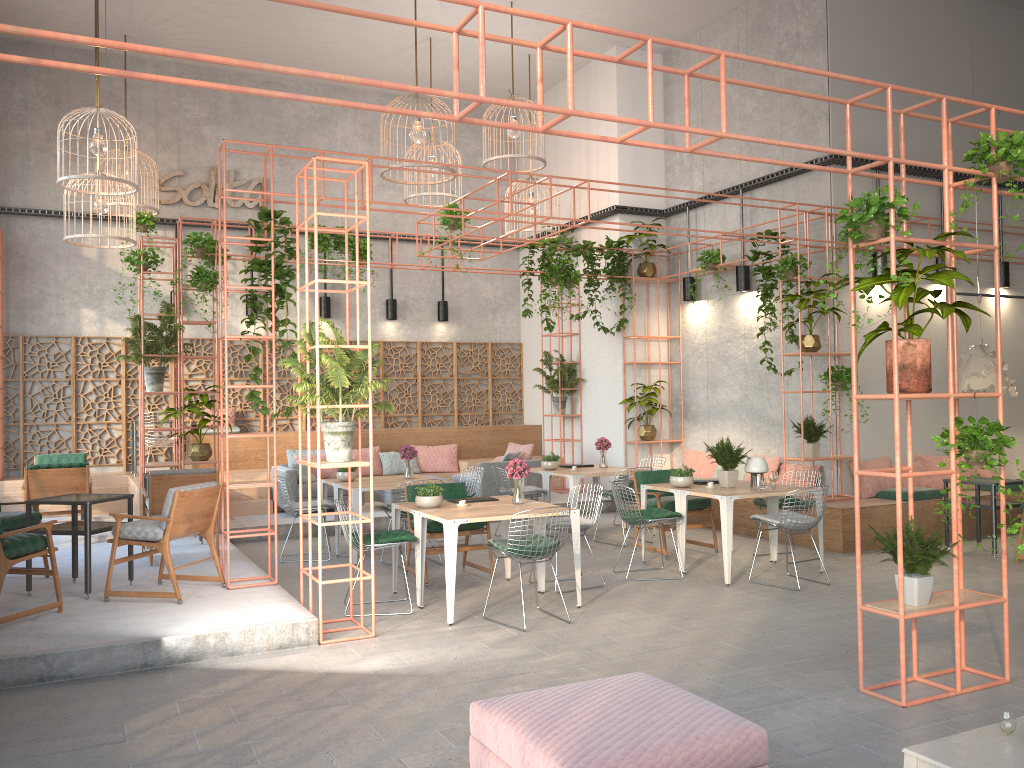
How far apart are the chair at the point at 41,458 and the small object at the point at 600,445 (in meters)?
7.17

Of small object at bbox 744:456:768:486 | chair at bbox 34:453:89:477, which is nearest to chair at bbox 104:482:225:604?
small object at bbox 744:456:768:486

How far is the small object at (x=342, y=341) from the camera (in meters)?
6.60

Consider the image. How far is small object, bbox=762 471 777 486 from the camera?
8.90m

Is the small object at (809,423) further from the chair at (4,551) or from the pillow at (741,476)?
the chair at (4,551)

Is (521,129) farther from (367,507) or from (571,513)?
(367,507)

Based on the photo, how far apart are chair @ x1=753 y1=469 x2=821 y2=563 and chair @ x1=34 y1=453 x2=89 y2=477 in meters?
9.1 m

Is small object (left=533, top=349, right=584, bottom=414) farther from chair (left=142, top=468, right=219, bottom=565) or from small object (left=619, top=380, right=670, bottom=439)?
chair (left=142, top=468, right=219, bottom=565)

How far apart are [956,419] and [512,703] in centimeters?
325cm

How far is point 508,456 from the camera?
13.3m
